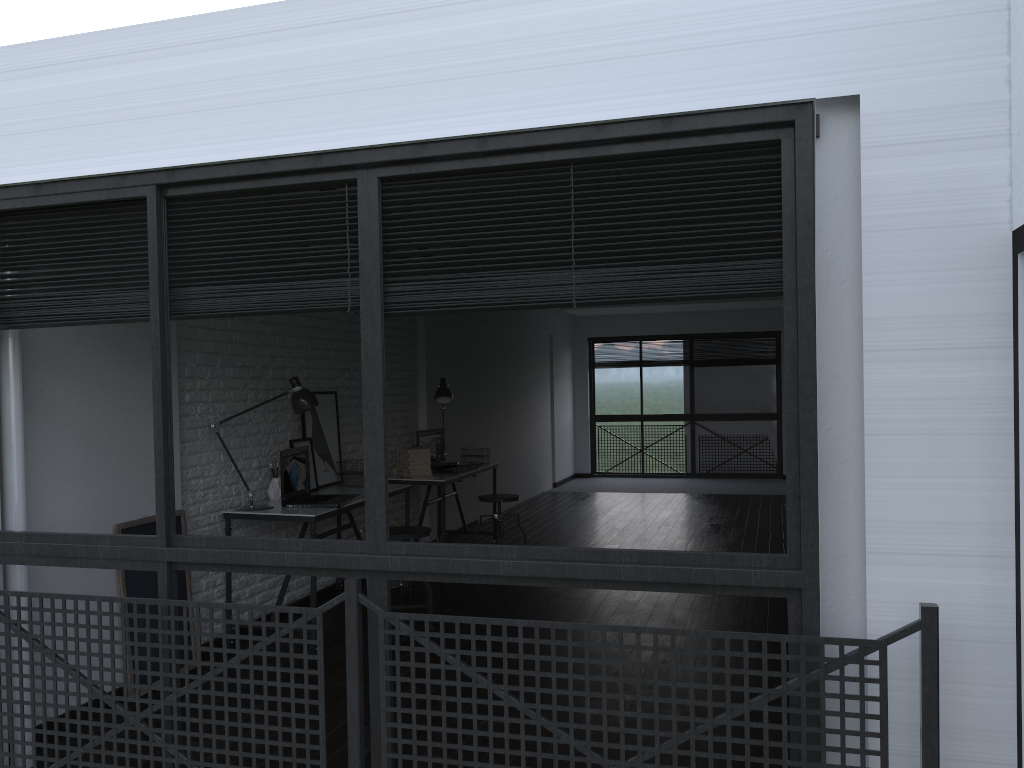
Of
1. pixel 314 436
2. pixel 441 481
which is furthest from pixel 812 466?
pixel 441 481

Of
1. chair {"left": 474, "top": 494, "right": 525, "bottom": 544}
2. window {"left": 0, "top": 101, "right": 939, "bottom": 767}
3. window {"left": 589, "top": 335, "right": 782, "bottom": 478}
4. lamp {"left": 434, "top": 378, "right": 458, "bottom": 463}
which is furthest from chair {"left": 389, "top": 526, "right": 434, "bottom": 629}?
window {"left": 589, "top": 335, "right": 782, "bottom": 478}

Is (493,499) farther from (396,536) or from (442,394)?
(396,536)

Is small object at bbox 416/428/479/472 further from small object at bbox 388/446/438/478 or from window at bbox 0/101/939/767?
window at bbox 0/101/939/767

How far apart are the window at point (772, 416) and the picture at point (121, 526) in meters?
9.1

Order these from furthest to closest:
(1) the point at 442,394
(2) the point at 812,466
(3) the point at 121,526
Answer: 1. (1) the point at 442,394
2. (3) the point at 121,526
3. (2) the point at 812,466

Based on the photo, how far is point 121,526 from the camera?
3.9m

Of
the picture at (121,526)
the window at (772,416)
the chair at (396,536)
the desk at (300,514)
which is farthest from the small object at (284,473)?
the window at (772,416)

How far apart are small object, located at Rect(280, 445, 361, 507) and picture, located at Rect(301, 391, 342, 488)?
0.3 meters

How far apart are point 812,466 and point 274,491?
3.5 meters
